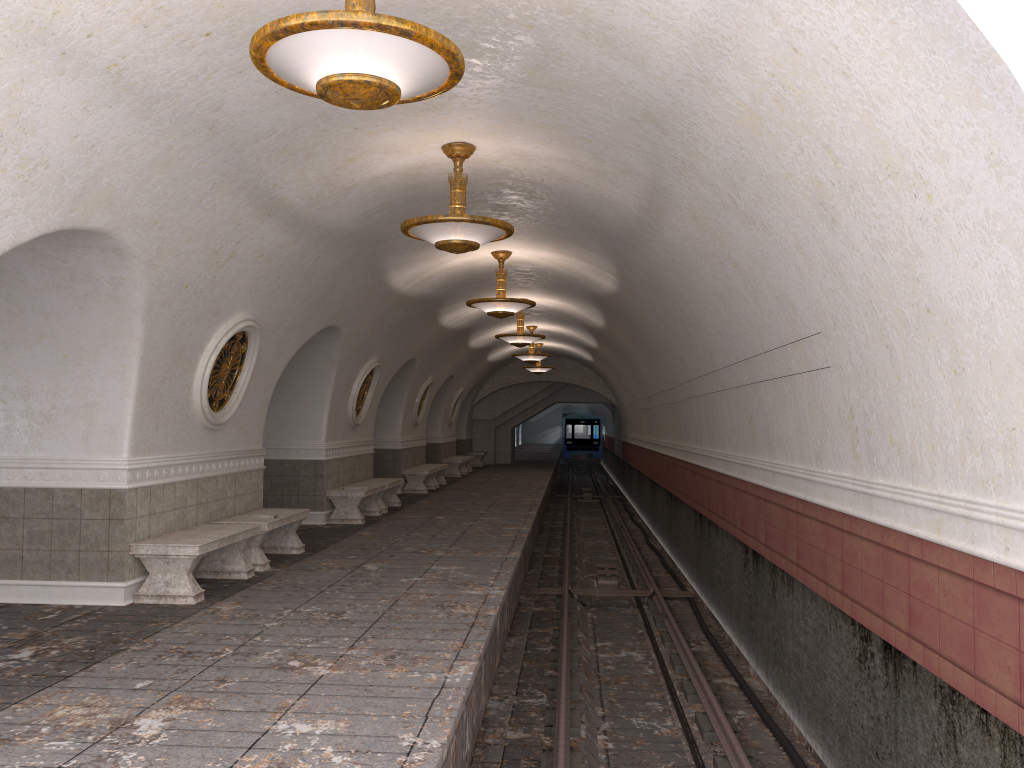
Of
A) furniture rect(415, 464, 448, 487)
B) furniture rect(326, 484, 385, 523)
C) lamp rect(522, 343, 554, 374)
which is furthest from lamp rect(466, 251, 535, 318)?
lamp rect(522, 343, 554, 374)

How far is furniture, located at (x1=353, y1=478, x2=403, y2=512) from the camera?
15.2 meters

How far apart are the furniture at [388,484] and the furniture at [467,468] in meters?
11.9

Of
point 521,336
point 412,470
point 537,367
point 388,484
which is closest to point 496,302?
point 388,484

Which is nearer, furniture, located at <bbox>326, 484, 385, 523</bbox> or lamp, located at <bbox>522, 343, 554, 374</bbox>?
furniture, located at <bbox>326, 484, 385, 523</bbox>

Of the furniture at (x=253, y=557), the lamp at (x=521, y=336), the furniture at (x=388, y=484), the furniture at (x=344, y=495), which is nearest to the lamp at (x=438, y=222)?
the furniture at (x=253, y=557)

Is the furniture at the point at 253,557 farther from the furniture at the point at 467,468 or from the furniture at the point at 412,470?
the furniture at the point at 467,468

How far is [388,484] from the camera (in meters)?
15.22

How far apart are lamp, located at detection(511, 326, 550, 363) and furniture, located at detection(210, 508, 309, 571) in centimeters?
1191cm

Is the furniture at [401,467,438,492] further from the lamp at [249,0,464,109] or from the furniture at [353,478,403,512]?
the lamp at [249,0,464,109]
